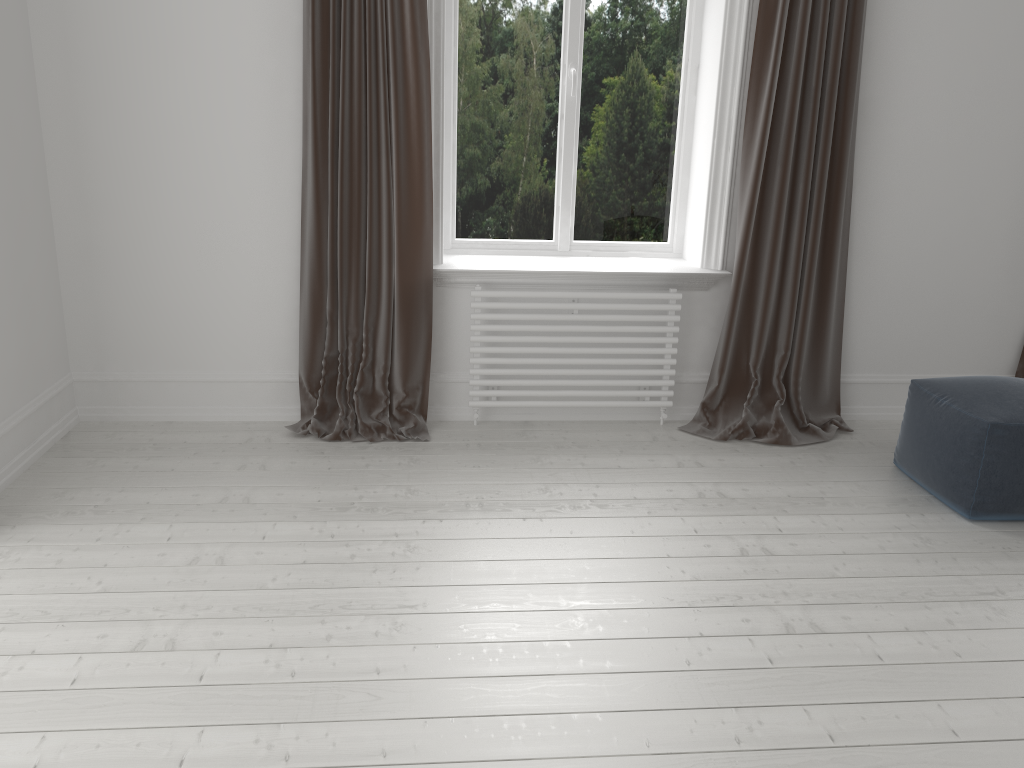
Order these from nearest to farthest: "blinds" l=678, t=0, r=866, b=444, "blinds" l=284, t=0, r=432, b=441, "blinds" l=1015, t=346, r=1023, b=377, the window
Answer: "blinds" l=284, t=0, r=432, b=441
"blinds" l=678, t=0, r=866, b=444
the window
"blinds" l=1015, t=346, r=1023, b=377

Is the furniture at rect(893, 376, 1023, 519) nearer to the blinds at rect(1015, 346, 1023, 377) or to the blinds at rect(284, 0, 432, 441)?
the blinds at rect(1015, 346, 1023, 377)

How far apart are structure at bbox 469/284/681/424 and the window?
0.4m

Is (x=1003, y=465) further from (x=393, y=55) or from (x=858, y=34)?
(x=393, y=55)

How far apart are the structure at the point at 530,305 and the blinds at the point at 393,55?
0.2 meters

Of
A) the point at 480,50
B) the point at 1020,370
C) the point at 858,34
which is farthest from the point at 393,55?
the point at 1020,370

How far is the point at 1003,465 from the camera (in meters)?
2.95

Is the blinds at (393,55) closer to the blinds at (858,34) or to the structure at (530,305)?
the structure at (530,305)

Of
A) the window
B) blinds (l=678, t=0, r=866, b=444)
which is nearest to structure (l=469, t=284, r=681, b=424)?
blinds (l=678, t=0, r=866, b=444)

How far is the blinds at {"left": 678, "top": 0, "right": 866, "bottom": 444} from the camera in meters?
3.5
